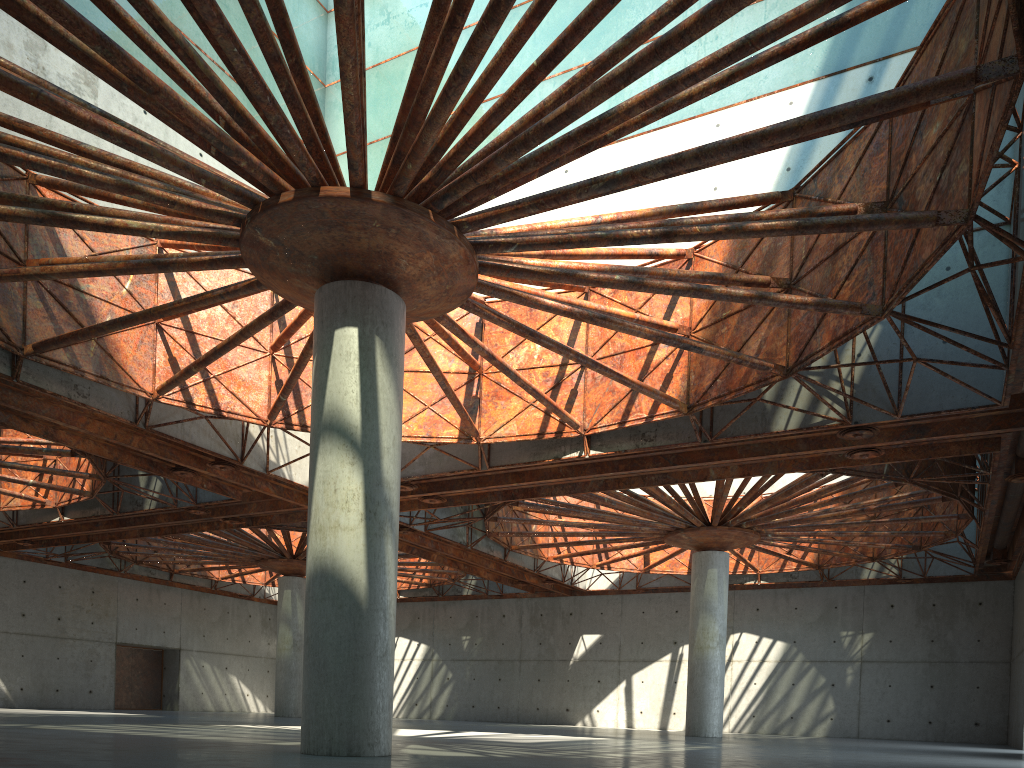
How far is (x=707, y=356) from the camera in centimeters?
2819cm

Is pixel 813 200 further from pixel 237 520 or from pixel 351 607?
pixel 237 520
